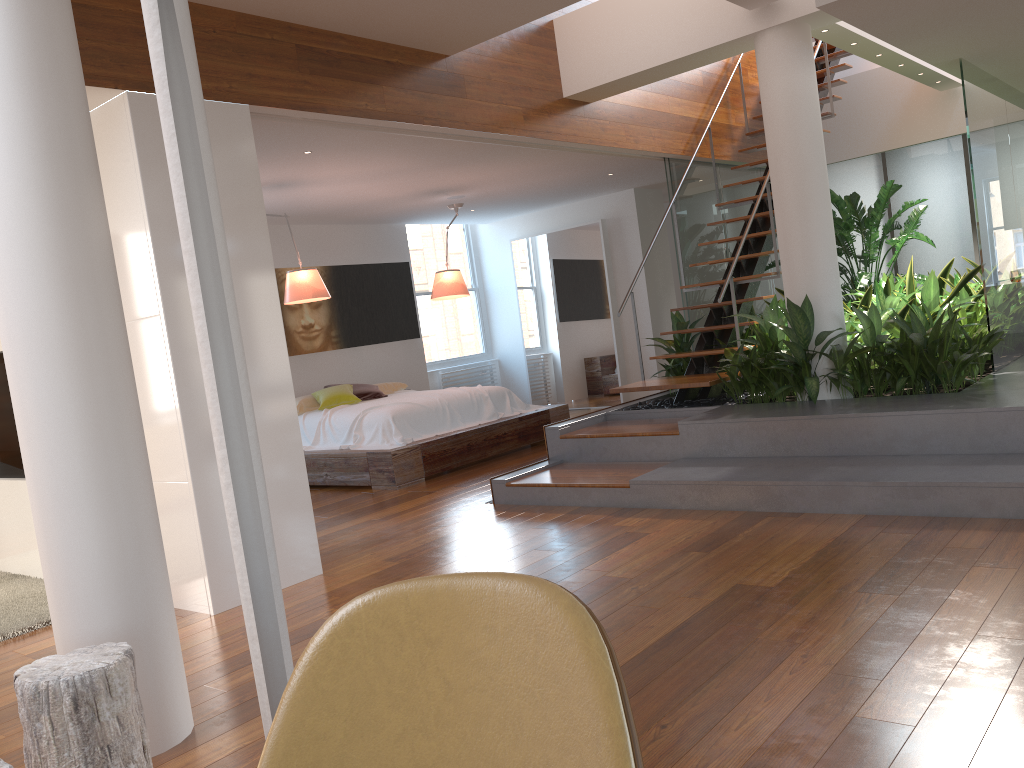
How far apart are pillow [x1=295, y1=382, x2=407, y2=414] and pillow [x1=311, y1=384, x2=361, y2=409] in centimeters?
5cm

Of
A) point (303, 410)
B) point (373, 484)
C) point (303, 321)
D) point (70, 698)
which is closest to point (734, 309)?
point (373, 484)

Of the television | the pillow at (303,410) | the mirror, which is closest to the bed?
the pillow at (303,410)

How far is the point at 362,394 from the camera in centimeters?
808cm

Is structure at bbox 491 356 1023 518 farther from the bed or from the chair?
the chair

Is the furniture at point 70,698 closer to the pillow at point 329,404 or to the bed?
the bed

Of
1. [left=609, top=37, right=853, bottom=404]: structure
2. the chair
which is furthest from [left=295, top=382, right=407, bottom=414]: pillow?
the chair

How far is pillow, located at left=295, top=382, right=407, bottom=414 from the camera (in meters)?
7.77

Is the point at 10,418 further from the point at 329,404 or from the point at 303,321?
the point at 303,321

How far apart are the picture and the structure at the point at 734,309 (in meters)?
3.69
